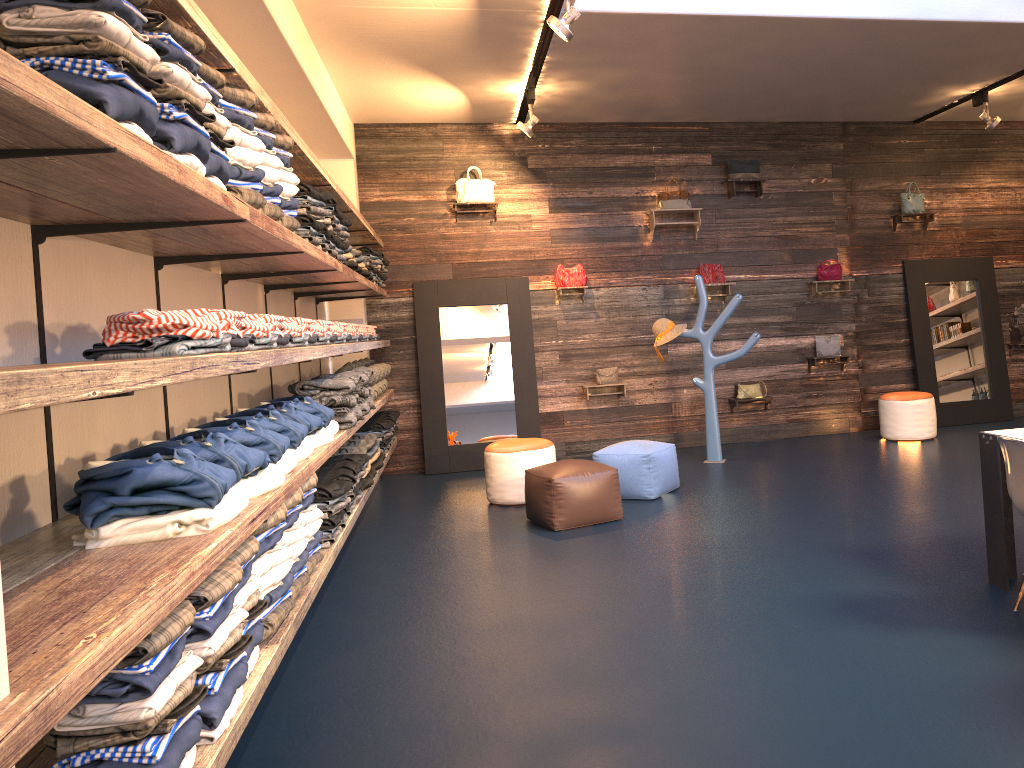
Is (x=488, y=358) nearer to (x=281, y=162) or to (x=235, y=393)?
(x=235, y=393)

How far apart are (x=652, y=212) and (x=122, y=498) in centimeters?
726cm

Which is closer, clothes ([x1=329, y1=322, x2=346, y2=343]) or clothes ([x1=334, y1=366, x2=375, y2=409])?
clothes ([x1=329, y1=322, x2=346, y2=343])

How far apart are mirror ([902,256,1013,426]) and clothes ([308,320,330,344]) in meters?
6.8

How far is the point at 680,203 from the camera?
8.9m

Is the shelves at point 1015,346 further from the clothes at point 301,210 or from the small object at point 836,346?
the clothes at point 301,210

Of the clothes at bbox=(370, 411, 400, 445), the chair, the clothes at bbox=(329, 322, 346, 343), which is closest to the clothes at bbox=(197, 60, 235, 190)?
the clothes at bbox=(329, 322, 346, 343)

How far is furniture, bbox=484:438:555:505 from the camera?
6.9 meters

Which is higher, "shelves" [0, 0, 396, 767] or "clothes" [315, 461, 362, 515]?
"shelves" [0, 0, 396, 767]

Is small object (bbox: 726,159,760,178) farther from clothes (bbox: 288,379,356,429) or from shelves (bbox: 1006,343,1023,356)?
clothes (bbox: 288,379,356,429)
